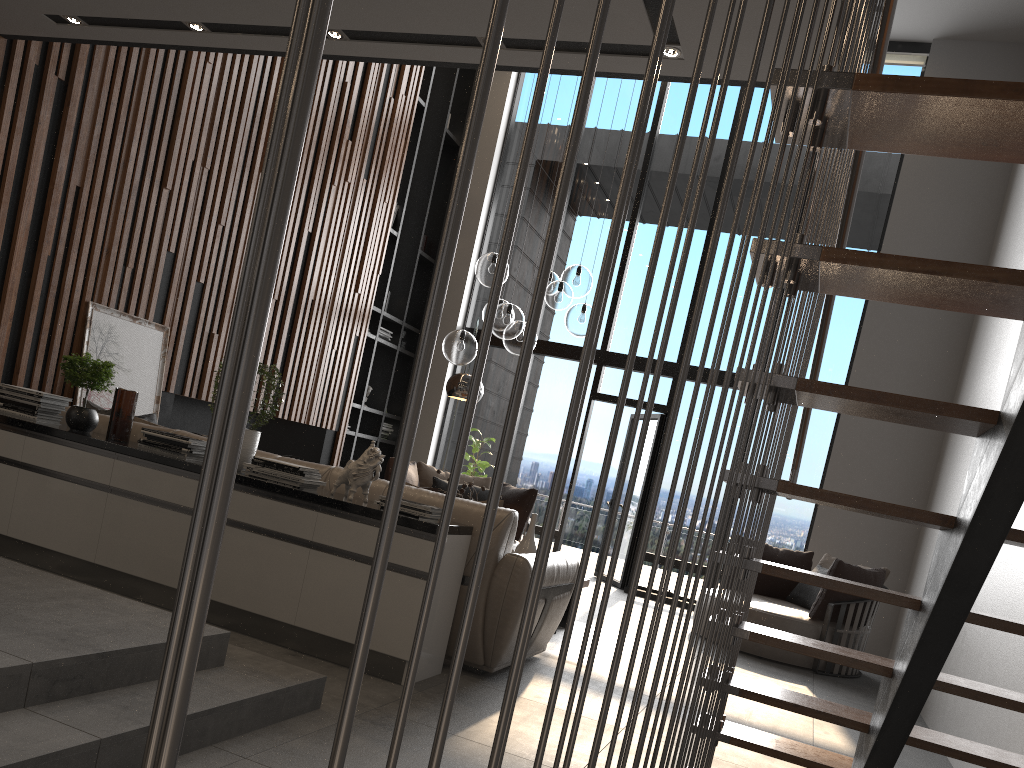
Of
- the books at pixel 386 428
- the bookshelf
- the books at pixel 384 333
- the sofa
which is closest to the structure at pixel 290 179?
the sofa

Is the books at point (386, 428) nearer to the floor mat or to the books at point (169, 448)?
the floor mat

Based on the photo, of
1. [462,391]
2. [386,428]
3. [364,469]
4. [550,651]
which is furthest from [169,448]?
[386,428]

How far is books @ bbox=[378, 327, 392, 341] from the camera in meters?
9.7

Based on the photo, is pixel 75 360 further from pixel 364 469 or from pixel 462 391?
pixel 462 391

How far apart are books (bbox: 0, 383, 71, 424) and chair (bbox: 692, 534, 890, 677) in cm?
490

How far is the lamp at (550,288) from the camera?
5.75m

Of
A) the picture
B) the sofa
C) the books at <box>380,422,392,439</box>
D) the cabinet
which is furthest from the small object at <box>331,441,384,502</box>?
the books at <box>380,422,392,439</box>

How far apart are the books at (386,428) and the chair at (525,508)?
1.7m

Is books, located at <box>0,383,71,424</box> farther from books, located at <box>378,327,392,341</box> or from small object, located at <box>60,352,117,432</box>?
books, located at <box>378,327,392,341</box>
